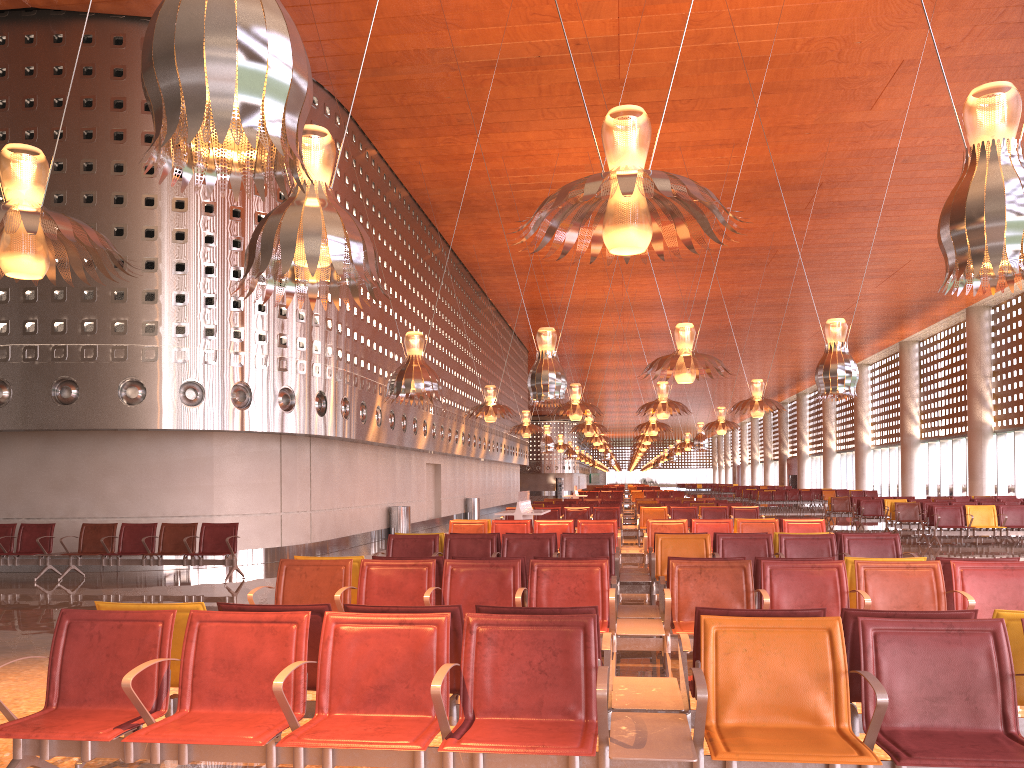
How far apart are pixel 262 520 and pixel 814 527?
9.42m
